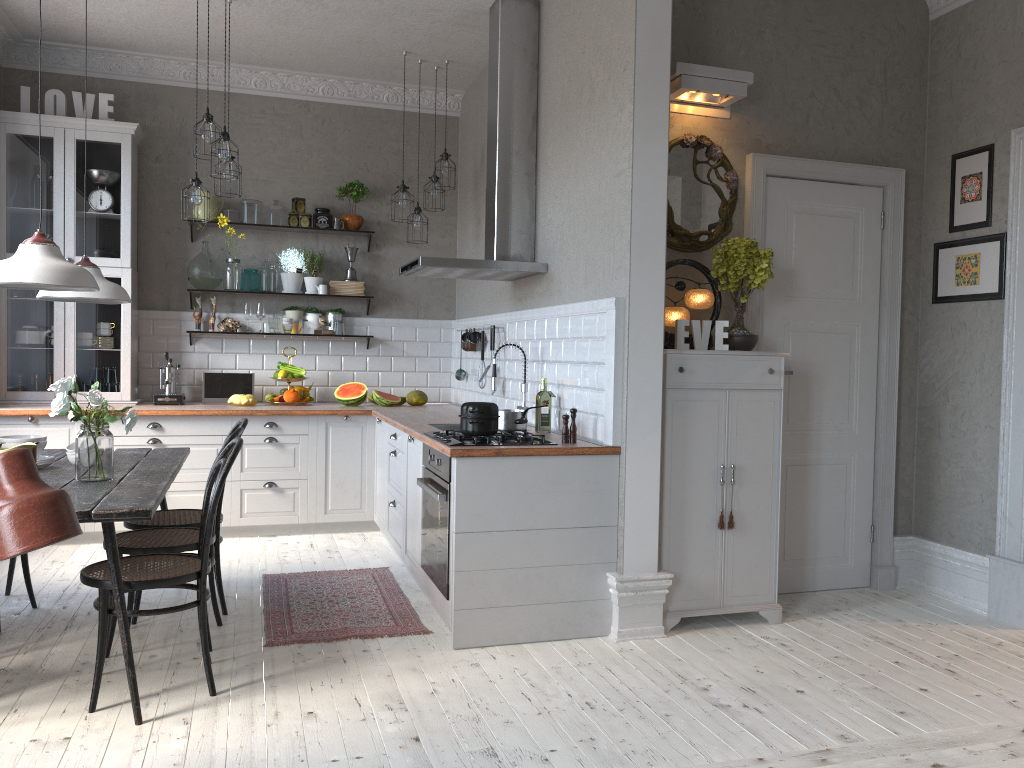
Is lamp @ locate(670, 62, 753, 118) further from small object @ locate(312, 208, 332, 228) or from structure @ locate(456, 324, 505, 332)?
small object @ locate(312, 208, 332, 228)

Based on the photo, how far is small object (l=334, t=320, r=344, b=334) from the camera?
6.7m

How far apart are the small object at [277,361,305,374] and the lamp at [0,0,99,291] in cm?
312

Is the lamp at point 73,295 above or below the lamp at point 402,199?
below

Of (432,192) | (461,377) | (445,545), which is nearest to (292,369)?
(461,377)

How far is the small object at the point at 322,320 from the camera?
6.69m

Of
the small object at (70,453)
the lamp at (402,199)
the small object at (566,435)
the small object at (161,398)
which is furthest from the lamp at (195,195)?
the small object at (566,435)

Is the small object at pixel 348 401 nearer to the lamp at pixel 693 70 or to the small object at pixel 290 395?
the small object at pixel 290 395

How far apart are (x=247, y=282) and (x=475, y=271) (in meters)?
2.38

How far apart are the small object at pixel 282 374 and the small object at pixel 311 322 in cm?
48
